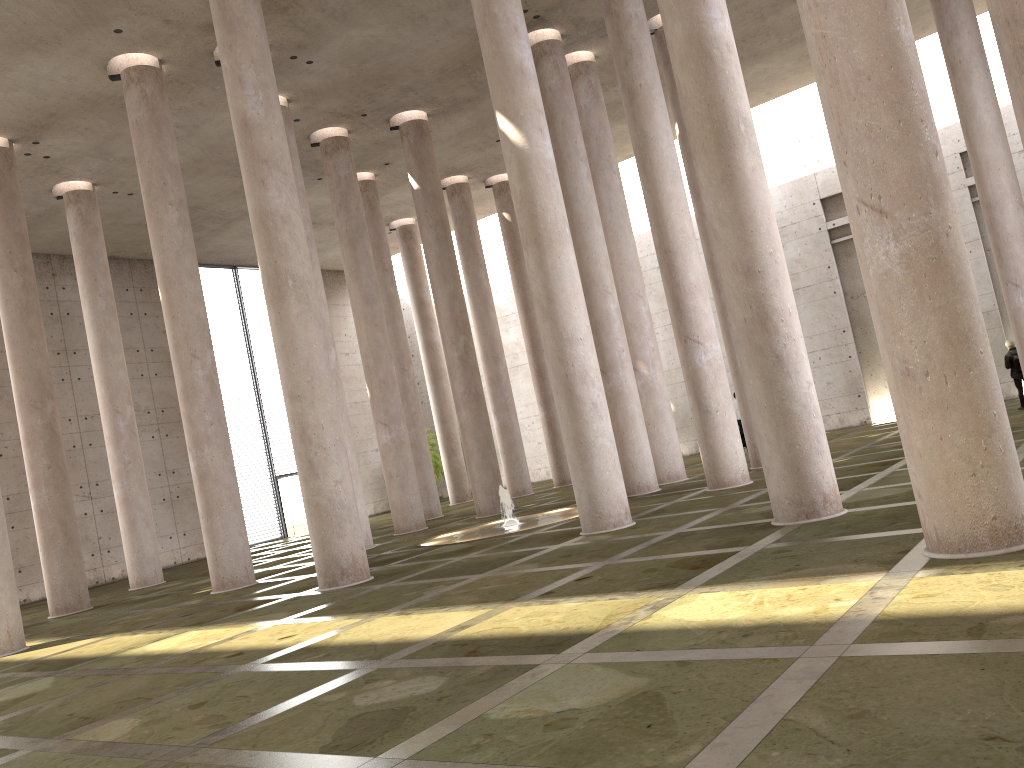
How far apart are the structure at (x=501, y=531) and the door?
15.5m

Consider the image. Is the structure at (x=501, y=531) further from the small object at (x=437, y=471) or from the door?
the small object at (x=437, y=471)

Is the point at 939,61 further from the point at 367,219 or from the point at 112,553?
the point at 112,553

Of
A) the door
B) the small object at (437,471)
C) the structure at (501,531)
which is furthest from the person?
the door

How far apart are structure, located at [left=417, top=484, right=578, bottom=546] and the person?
11.1m

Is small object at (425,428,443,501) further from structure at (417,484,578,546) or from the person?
the person

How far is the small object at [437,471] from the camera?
36.5 meters

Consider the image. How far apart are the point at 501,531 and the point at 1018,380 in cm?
1301

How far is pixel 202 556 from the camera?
30.09m

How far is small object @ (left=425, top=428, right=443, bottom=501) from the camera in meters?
36.5 m
